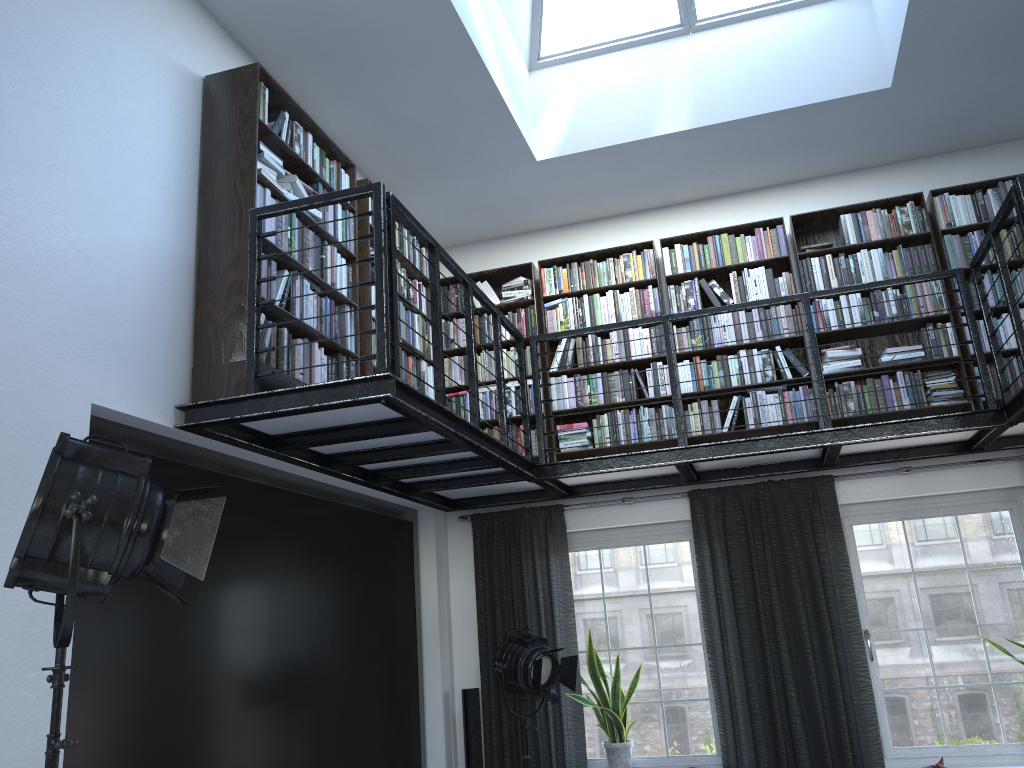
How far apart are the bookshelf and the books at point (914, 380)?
0.1 meters

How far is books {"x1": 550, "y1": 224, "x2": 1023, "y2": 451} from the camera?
5.69m

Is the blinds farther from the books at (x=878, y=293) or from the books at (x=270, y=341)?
the books at (x=270, y=341)

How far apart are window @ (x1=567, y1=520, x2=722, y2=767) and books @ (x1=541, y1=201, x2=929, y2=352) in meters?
1.2 m

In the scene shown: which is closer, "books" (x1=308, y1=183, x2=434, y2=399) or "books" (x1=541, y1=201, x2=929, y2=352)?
"books" (x1=308, y1=183, x2=434, y2=399)

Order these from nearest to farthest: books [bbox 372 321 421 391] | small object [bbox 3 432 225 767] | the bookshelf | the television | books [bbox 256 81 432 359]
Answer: small object [bbox 3 432 225 767], the television, the bookshelf, books [bbox 256 81 432 359], books [bbox 372 321 421 391]

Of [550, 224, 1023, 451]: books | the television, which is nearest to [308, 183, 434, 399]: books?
the television

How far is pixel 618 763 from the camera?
5.7 meters

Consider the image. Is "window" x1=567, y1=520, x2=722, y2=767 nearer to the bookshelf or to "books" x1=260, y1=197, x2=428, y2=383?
the bookshelf

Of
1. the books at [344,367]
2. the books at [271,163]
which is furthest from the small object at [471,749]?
the books at [271,163]
